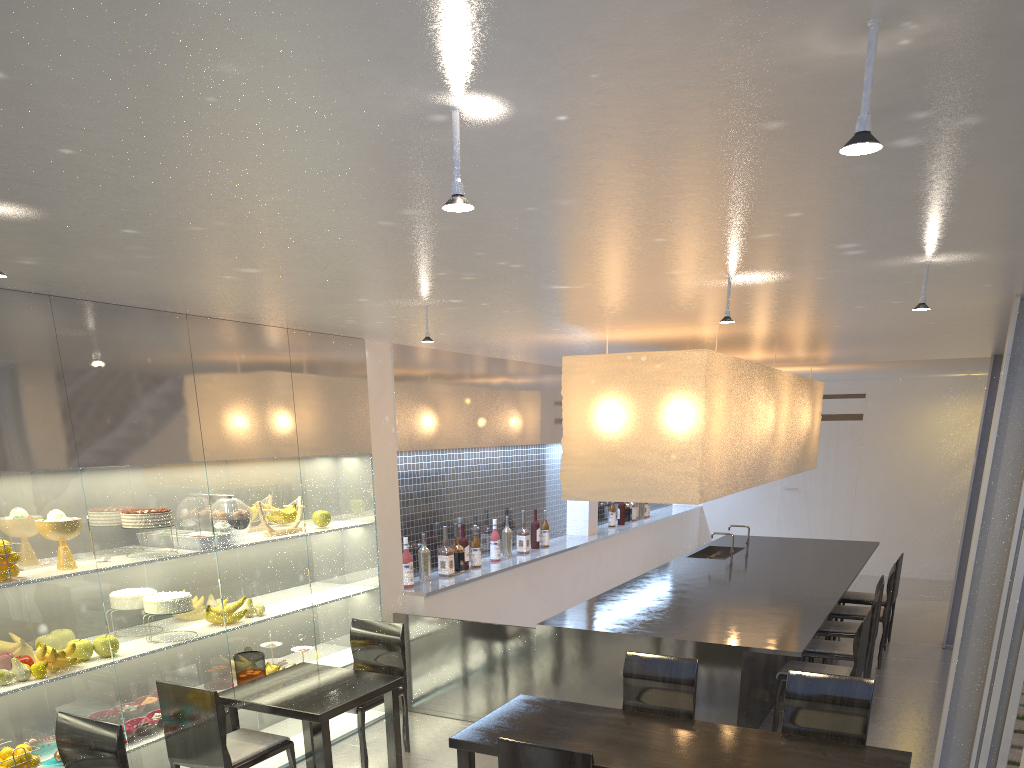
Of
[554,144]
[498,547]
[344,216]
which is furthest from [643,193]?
[498,547]

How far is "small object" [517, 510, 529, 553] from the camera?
3.7 meters

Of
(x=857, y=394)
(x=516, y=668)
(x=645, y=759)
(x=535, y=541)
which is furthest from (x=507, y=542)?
(x=857, y=394)

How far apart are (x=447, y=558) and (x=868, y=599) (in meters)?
1.91

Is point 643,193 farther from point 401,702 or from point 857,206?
point 401,702

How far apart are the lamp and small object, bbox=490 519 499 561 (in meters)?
0.97

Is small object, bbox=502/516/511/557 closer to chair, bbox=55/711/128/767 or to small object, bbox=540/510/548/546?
small object, bbox=540/510/548/546

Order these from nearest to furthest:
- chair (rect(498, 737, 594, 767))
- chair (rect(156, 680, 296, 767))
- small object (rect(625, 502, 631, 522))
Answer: chair (rect(498, 737, 594, 767)), chair (rect(156, 680, 296, 767)), small object (rect(625, 502, 631, 522))

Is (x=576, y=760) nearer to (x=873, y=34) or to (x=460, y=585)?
(x=873, y=34)

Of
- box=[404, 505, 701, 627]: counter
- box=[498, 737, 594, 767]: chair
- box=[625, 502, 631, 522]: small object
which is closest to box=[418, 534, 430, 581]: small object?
box=[404, 505, 701, 627]: counter
